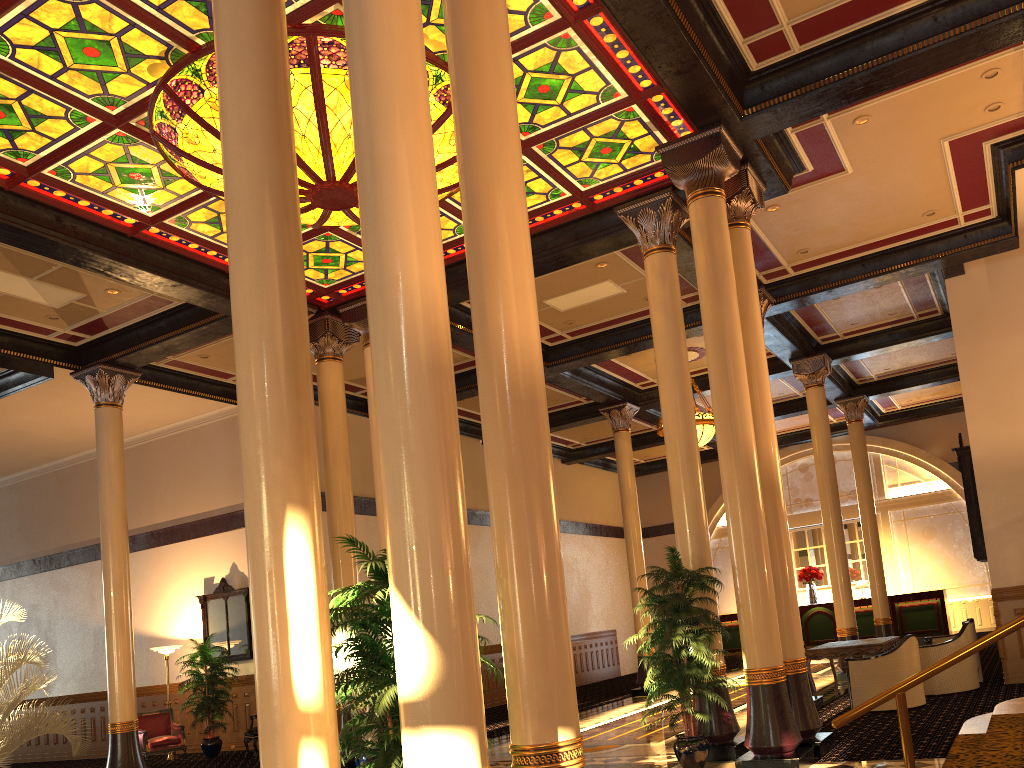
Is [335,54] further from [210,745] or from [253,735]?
[210,745]

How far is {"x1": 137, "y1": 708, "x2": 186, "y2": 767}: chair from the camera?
14.1 meters

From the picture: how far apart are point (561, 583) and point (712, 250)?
4.91m

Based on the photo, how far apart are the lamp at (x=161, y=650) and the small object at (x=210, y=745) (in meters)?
0.53

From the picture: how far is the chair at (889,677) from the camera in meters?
10.1

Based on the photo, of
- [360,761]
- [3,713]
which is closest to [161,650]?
[360,761]

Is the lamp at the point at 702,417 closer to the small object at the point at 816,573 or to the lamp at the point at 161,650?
the small object at the point at 816,573

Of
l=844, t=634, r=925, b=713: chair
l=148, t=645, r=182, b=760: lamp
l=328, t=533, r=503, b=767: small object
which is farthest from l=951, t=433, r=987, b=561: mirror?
l=148, t=645, r=182, b=760: lamp

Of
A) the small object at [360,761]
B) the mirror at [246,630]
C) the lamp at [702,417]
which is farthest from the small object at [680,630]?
the mirror at [246,630]

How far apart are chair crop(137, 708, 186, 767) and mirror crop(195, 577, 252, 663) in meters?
1.3 m
